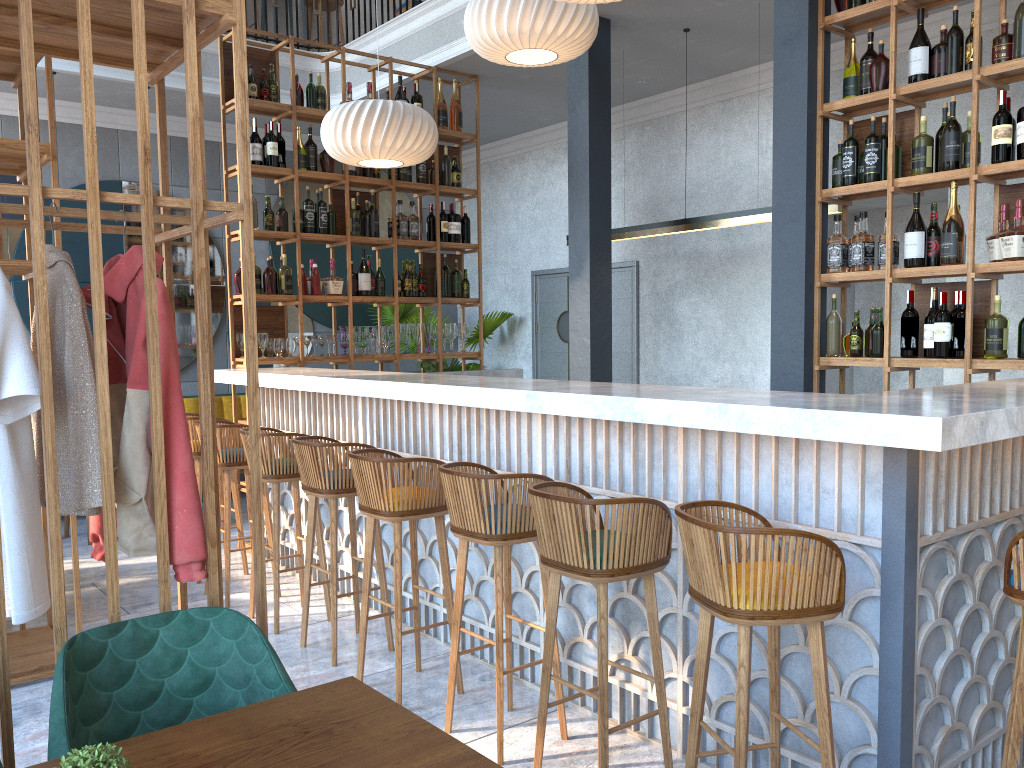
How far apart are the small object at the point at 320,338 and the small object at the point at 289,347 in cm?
22

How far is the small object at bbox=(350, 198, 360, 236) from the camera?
6.41m

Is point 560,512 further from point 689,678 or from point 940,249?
point 940,249

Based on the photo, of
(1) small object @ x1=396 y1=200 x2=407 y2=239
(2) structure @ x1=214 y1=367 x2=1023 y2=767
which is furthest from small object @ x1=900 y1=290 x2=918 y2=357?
(1) small object @ x1=396 y1=200 x2=407 y2=239

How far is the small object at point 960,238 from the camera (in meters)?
4.04

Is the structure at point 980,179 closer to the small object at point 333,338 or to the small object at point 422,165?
the small object at point 422,165

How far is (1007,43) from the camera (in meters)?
3.89

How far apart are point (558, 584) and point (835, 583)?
0.9m

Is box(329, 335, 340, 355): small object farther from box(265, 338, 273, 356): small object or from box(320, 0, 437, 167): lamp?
box(320, 0, 437, 167): lamp

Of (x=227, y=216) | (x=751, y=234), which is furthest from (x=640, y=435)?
(x=751, y=234)
